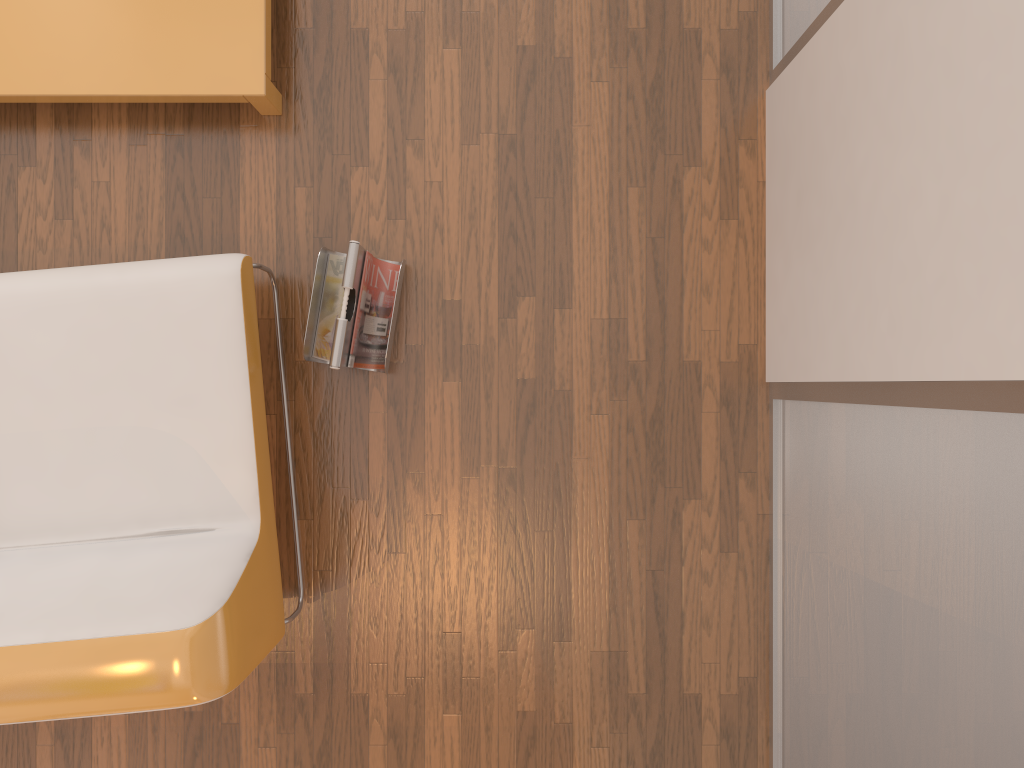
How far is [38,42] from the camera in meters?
2.0 m

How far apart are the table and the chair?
0.41m

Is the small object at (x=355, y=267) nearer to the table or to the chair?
the chair

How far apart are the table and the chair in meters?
0.4

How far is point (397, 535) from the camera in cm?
213

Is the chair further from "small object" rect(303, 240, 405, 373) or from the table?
the table

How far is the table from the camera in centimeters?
198cm

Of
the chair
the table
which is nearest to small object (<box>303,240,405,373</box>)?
the chair

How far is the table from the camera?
1.98m

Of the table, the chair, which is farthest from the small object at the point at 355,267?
the table
